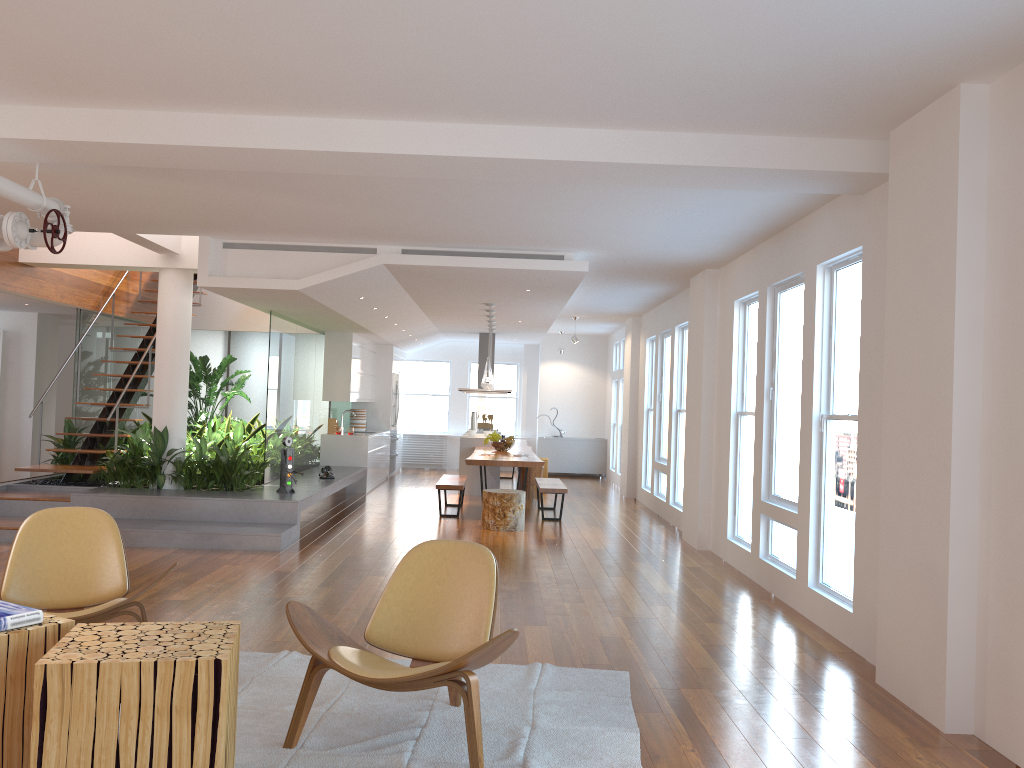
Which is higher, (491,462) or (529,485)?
(491,462)

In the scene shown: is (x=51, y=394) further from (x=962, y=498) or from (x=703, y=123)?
(x=962, y=498)

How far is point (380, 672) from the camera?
3.16m

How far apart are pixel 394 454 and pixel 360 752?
12.1m

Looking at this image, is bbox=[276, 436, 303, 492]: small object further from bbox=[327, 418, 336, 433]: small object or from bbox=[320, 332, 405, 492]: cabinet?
bbox=[327, 418, 336, 433]: small object

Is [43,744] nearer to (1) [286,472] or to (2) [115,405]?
(1) [286,472]

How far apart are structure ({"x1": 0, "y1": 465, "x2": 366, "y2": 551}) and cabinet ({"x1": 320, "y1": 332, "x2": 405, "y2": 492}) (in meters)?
0.36

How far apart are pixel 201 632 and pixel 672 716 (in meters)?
2.04

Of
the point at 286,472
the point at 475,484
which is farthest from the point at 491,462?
the point at 475,484

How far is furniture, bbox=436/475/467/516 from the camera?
10.1m
